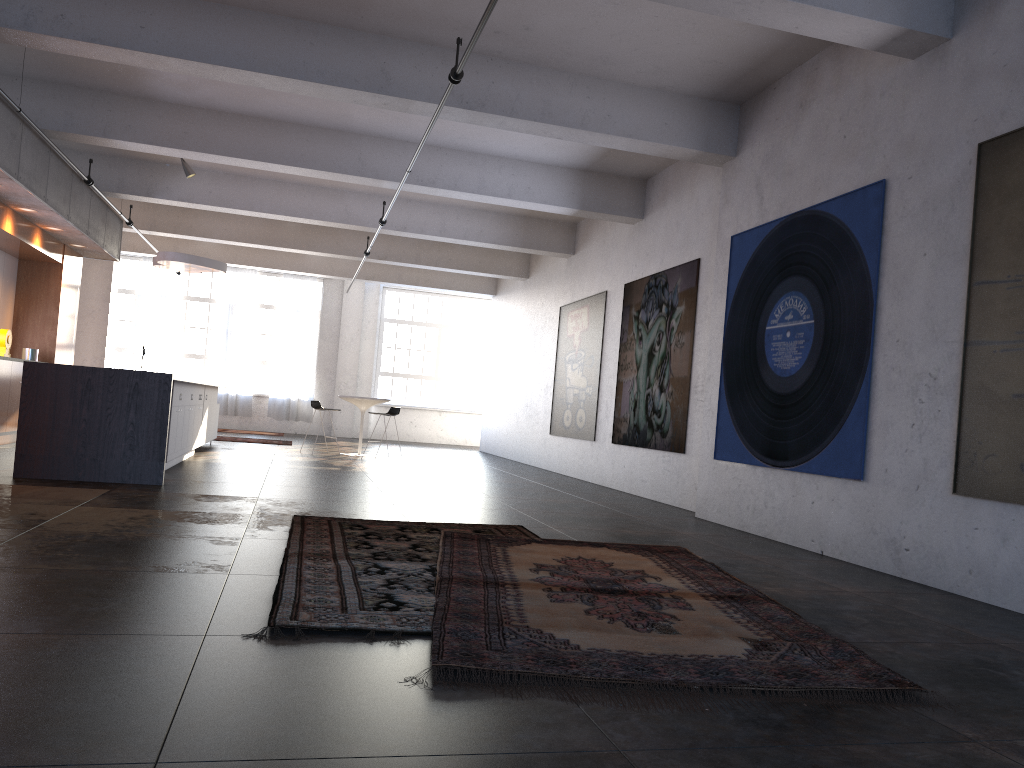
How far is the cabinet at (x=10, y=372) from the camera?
10.7 meters

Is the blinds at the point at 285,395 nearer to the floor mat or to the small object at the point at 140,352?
the small object at the point at 140,352

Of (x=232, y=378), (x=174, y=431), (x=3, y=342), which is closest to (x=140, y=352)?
(x=232, y=378)

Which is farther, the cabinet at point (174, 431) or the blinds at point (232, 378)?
the blinds at point (232, 378)

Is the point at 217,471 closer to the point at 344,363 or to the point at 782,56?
the point at 782,56

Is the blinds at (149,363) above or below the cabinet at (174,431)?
above

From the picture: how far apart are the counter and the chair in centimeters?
561cm

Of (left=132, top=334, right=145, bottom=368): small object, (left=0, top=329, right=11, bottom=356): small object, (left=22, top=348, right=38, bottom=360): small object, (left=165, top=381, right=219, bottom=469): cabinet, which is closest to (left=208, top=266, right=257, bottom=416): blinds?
(left=132, top=334, right=145, bottom=368): small object

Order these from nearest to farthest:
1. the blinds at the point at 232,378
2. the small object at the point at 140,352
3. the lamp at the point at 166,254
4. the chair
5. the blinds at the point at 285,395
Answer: the lamp at the point at 166,254
the chair
the small object at the point at 140,352
the blinds at the point at 232,378
the blinds at the point at 285,395

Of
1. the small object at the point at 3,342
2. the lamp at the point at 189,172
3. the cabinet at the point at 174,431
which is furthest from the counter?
the lamp at the point at 189,172
